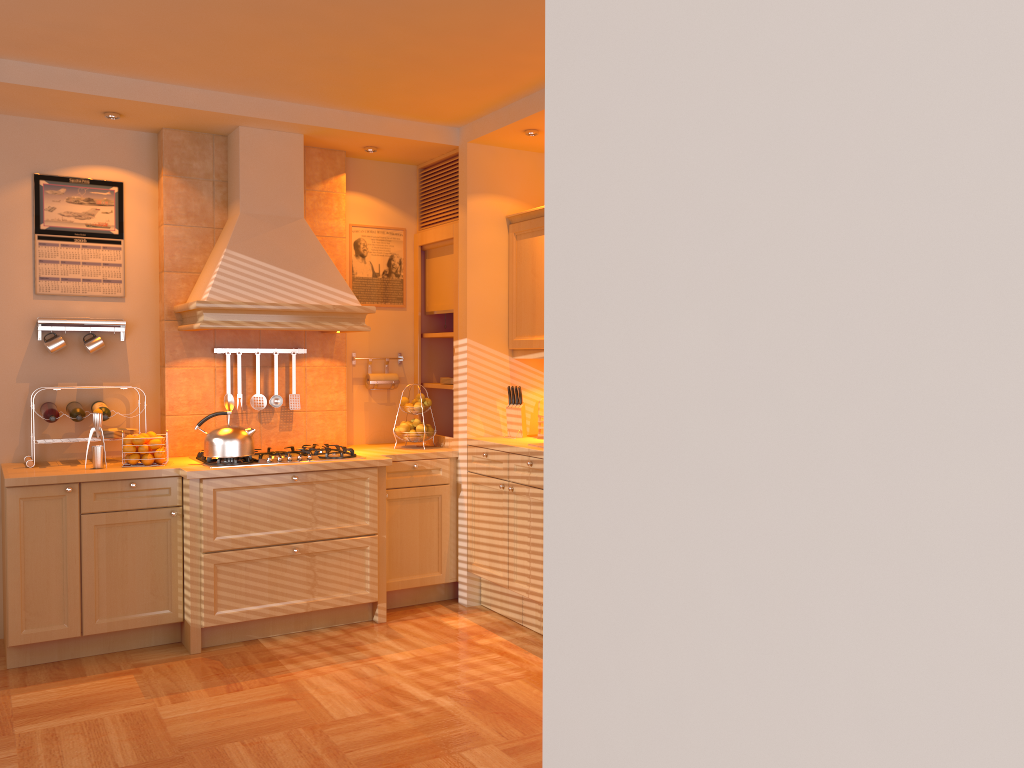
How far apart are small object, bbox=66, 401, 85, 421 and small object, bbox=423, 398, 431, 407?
1.8 meters

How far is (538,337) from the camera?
4.8m

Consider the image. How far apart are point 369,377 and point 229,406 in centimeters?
86cm

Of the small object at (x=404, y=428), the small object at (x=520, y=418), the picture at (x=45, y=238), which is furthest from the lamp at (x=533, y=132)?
the picture at (x=45, y=238)

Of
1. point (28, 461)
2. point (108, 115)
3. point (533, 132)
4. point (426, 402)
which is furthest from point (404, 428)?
point (108, 115)

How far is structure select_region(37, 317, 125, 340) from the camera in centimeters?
443cm

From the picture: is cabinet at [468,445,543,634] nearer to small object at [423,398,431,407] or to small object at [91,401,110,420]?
small object at [423,398,431,407]

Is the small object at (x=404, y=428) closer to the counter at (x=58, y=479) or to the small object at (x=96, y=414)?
the counter at (x=58, y=479)

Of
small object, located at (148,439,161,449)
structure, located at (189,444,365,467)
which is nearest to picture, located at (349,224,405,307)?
structure, located at (189,444,365,467)

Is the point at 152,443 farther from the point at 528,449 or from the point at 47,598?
the point at 528,449
